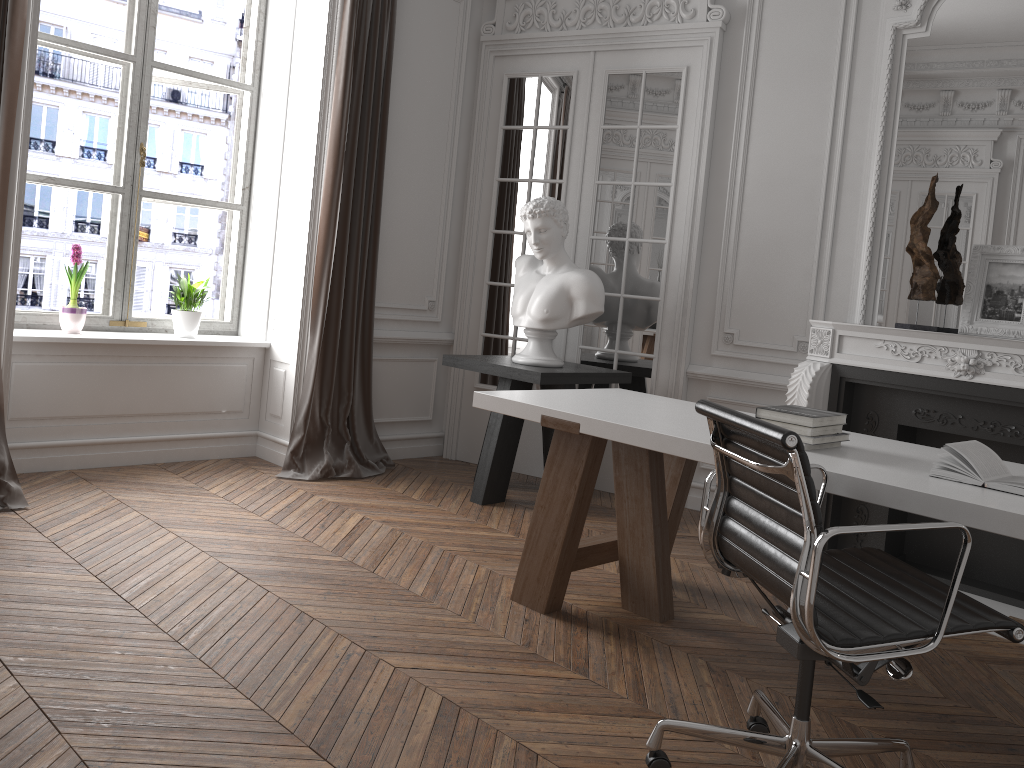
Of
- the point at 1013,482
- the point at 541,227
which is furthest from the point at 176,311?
the point at 1013,482

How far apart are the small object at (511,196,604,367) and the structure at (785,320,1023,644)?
1.0 meters

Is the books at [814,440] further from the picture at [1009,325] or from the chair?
the picture at [1009,325]

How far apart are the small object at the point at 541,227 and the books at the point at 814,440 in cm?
201

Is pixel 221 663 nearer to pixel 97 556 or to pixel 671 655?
pixel 97 556

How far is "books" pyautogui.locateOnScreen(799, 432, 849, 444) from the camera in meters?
2.7

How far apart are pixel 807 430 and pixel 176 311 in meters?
3.7

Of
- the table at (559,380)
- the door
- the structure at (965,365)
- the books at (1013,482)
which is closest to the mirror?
the structure at (965,365)

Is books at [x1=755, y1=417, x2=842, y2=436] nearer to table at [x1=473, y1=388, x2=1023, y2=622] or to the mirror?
table at [x1=473, y1=388, x2=1023, y2=622]

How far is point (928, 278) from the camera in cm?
412
